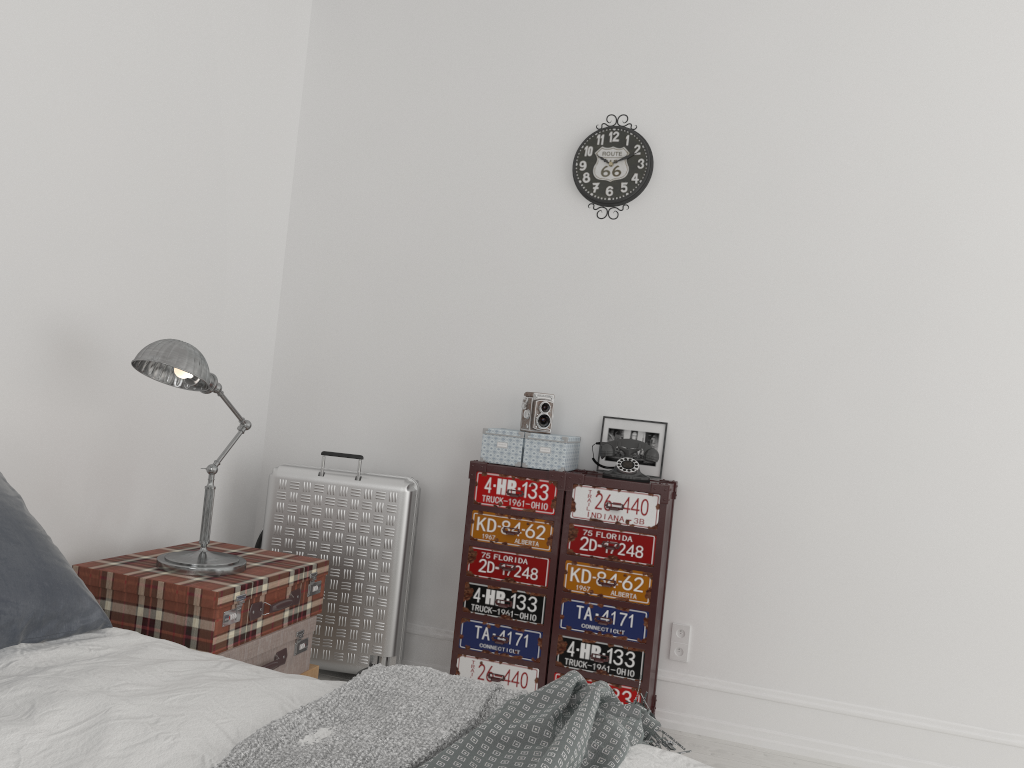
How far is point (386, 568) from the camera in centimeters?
347cm

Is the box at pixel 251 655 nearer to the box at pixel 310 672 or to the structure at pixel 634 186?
the box at pixel 310 672

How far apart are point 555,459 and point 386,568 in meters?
0.8 m

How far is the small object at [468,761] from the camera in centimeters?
146cm

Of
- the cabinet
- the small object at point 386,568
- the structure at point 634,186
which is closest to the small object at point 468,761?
the cabinet

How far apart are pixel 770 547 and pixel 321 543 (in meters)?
1.73

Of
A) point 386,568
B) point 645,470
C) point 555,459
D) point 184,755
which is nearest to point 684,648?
point 645,470

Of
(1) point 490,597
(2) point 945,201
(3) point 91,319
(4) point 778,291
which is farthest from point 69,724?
(2) point 945,201

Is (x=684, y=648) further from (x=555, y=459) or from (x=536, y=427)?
(x=536, y=427)

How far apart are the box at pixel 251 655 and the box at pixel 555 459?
0.8 meters
